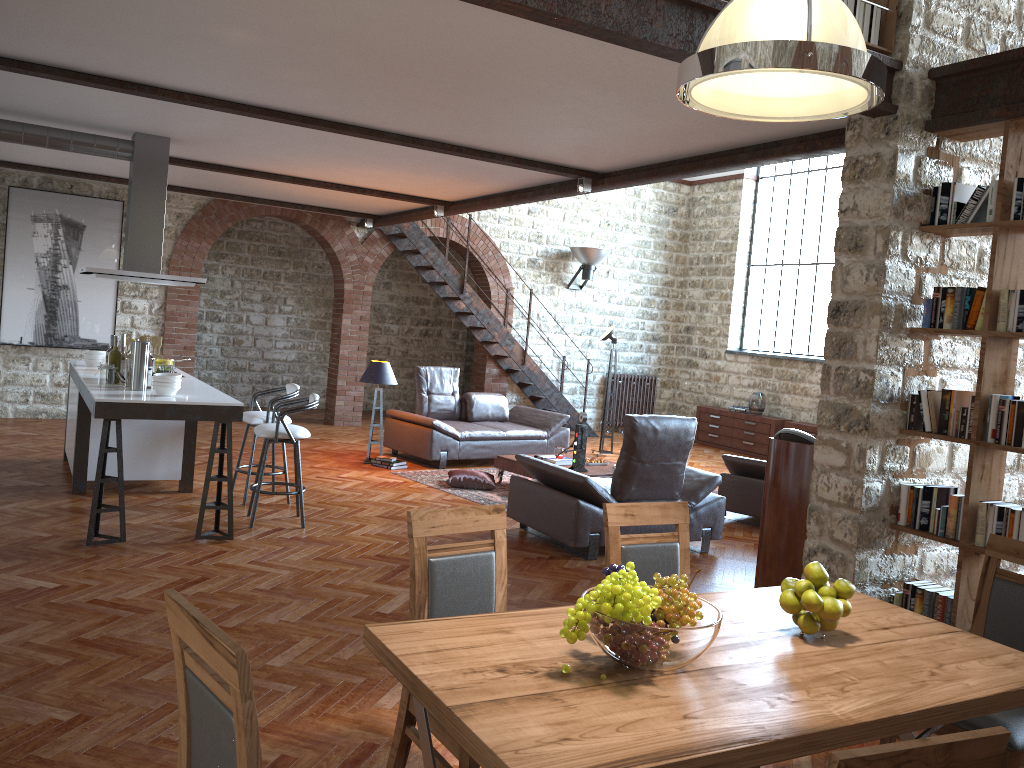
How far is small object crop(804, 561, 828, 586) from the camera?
2.61m

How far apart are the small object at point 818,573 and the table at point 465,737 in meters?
0.2

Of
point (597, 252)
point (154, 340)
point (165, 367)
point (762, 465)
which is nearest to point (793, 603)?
point (165, 367)

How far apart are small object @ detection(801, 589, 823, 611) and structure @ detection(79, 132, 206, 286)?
6.0m

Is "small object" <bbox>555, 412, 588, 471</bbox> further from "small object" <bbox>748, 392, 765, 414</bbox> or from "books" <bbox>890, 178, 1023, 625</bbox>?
"small object" <bbox>748, 392, 765, 414</bbox>

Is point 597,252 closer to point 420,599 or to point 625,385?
point 625,385

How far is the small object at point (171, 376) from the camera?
5.9 meters

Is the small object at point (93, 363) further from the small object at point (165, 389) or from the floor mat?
the floor mat

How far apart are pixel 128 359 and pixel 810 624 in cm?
526

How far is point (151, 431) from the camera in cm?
718
